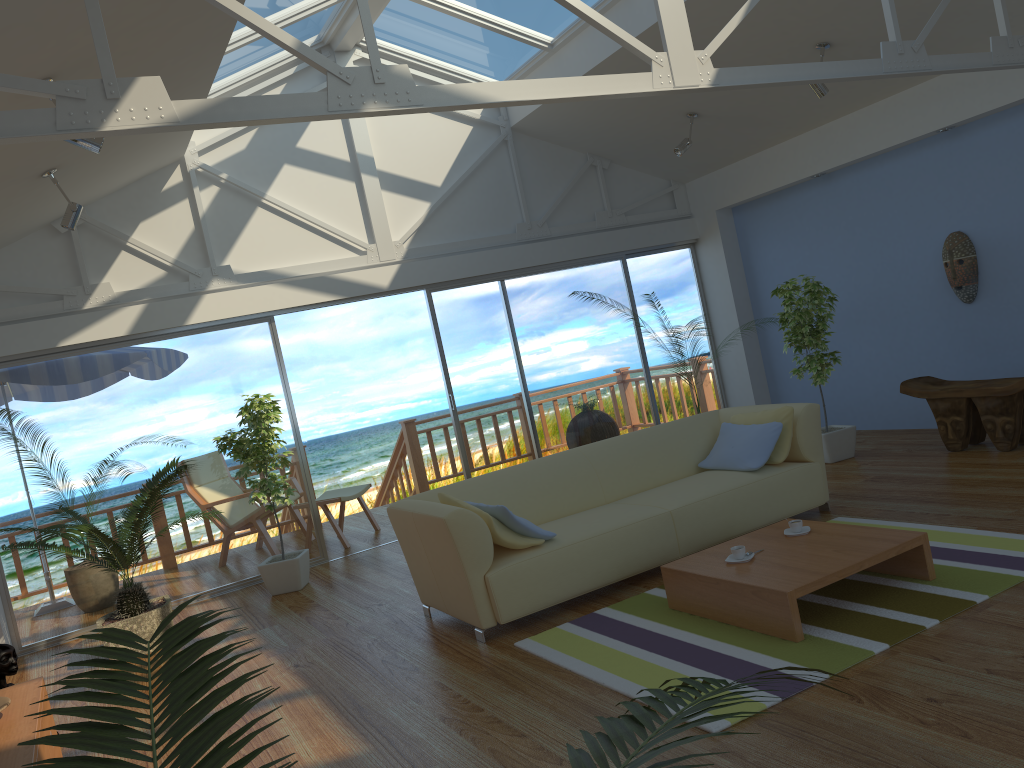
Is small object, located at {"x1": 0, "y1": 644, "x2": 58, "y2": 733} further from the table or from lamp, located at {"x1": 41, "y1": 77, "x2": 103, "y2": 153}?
the table

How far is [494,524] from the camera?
4.21m

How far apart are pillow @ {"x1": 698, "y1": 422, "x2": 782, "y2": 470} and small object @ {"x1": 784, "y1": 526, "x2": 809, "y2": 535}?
0.9m

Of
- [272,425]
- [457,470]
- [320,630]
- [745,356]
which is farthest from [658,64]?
[457,470]

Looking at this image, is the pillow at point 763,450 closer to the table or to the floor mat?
the floor mat

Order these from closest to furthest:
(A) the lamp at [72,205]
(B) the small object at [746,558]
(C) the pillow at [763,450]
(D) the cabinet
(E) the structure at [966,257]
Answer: (D) the cabinet
(B) the small object at [746,558]
(C) the pillow at [763,450]
(A) the lamp at [72,205]
(E) the structure at [966,257]

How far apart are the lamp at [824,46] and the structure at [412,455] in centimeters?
521cm

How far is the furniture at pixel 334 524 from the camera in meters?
7.4 m

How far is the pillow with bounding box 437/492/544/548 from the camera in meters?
4.2 m

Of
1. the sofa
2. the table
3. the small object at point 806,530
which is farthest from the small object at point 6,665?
the small object at point 806,530
